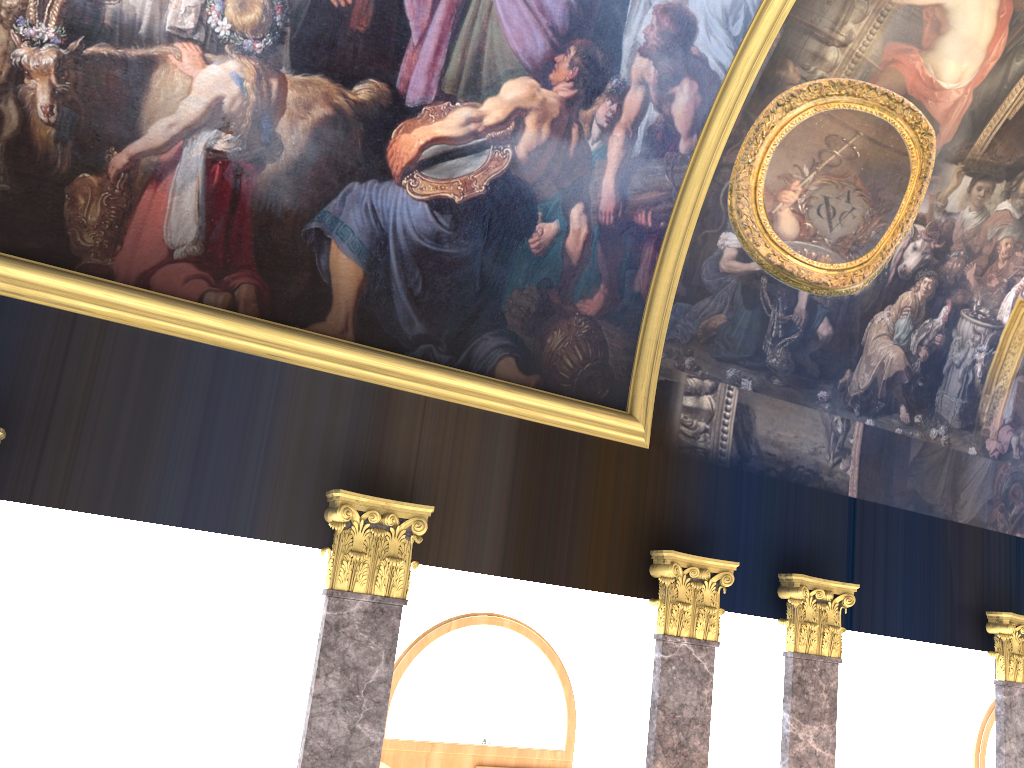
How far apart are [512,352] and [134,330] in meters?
3.4 m
